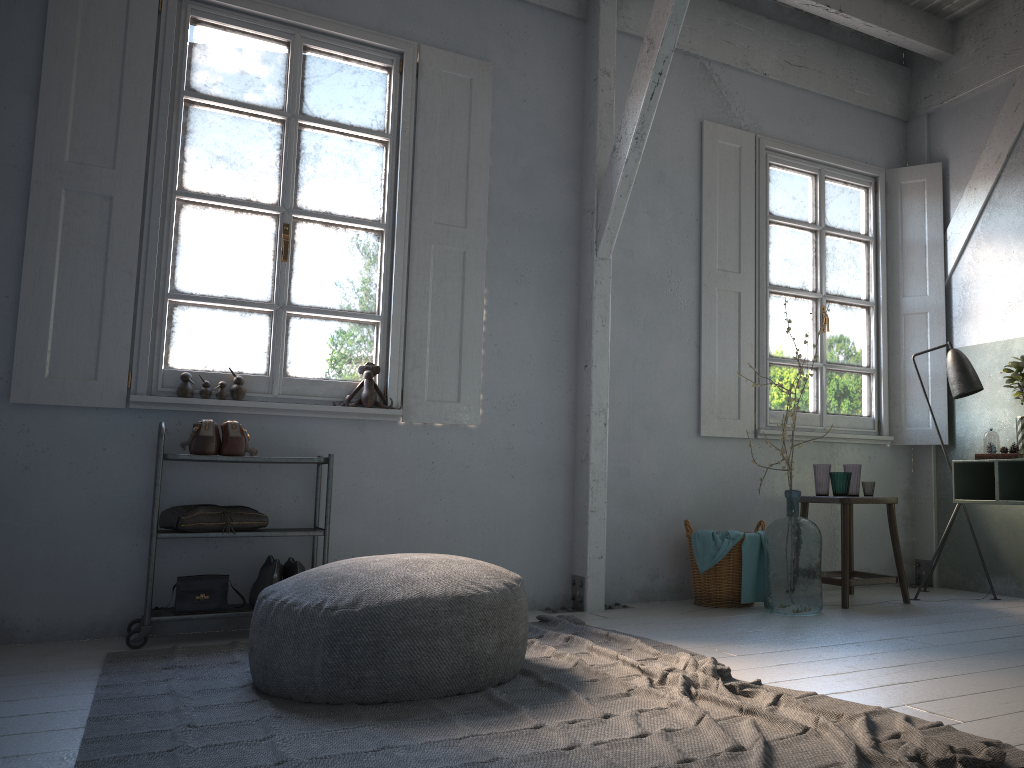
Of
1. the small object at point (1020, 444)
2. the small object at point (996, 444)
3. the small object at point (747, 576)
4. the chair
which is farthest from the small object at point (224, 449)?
the small object at point (1020, 444)

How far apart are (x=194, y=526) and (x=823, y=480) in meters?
3.8 m

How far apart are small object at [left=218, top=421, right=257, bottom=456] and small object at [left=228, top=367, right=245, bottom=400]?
0.31m

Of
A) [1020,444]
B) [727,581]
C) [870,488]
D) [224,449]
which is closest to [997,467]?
[1020,444]

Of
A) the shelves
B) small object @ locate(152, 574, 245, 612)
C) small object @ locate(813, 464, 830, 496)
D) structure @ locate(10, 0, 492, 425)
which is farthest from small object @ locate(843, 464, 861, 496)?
small object @ locate(152, 574, 245, 612)

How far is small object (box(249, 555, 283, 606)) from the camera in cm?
441

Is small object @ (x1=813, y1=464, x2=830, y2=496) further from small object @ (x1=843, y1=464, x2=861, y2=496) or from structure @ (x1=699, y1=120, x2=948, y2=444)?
structure @ (x1=699, y1=120, x2=948, y2=444)

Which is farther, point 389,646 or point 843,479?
point 843,479

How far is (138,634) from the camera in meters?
4.1 m

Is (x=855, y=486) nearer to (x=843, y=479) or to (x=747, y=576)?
(x=843, y=479)
